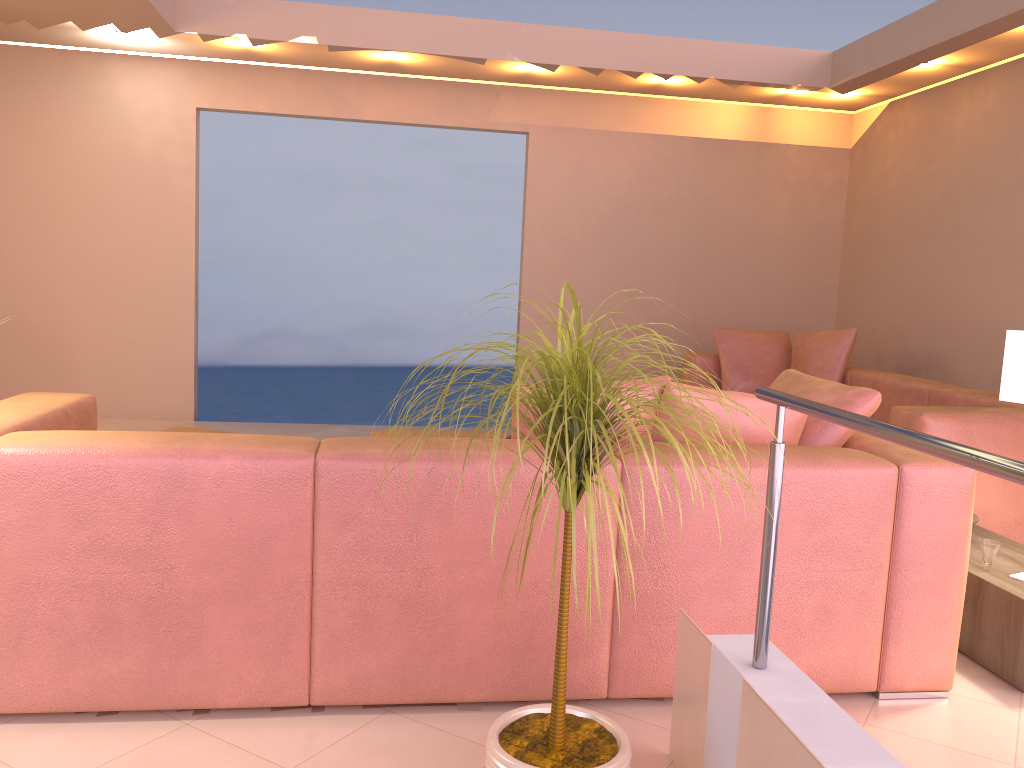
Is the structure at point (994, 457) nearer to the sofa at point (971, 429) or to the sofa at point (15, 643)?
the sofa at point (15, 643)

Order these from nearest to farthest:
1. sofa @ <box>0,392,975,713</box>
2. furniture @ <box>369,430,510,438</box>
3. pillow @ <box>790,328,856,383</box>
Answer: sofa @ <box>0,392,975,713</box>, furniture @ <box>369,430,510,438</box>, pillow @ <box>790,328,856,383</box>

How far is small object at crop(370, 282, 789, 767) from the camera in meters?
1.5 m

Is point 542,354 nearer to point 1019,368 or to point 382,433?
point 1019,368

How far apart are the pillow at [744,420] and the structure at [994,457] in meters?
0.7 m

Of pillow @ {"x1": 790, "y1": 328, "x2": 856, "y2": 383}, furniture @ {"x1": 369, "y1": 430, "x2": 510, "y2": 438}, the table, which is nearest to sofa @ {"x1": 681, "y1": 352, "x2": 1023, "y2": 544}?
pillow @ {"x1": 790, "y1": 328, "x2": 856, "y2": 383}

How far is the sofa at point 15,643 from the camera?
2.05m

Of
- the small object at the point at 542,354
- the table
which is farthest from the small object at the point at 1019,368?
the small object at the point at 542,354

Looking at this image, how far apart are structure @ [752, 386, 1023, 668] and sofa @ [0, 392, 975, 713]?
0.5 meters

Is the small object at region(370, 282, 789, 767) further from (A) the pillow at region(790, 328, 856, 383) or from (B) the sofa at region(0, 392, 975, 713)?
(A) the pillow at region(790, 328, 856, 383)
